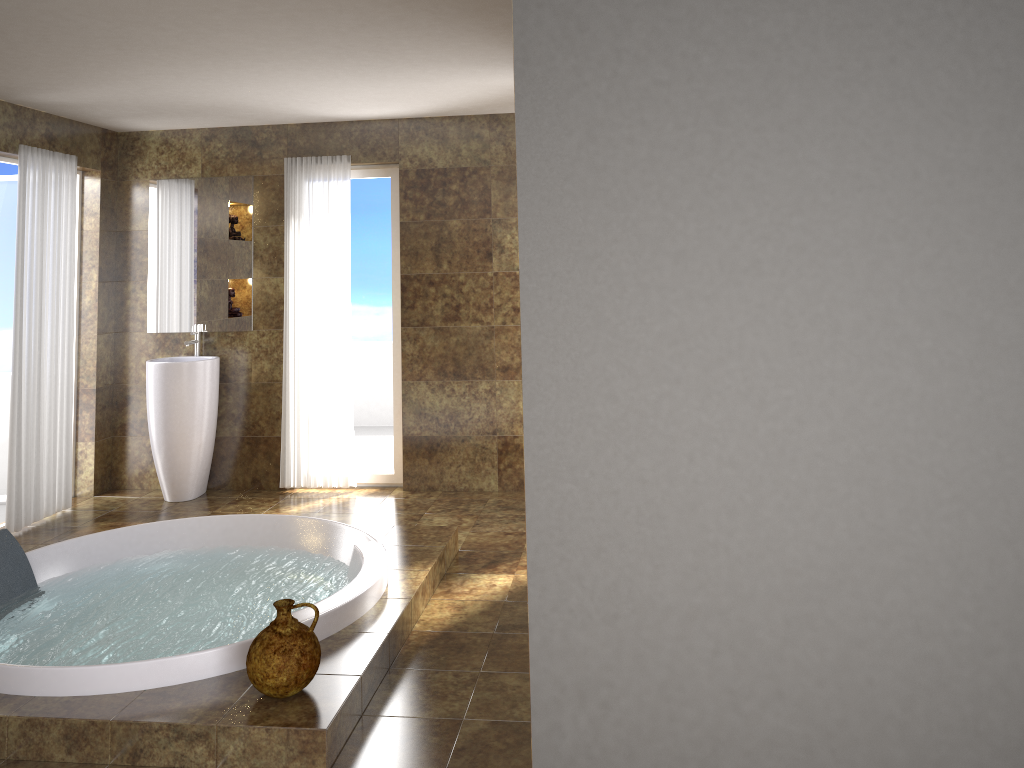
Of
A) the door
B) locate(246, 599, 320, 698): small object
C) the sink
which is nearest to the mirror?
the sink

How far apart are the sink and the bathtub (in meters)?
1.21

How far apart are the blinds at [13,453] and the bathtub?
1.1m

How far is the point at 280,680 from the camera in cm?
286

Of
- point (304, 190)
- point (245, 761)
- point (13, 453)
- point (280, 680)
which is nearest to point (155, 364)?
point (13, 453)

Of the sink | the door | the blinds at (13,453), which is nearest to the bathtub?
the blinds at (13,453)

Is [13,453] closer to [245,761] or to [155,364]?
[155,364]

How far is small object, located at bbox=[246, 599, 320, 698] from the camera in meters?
2.9 m

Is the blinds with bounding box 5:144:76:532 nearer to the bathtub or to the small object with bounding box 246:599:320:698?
the bathtub

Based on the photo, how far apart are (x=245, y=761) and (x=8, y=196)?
4.7m
